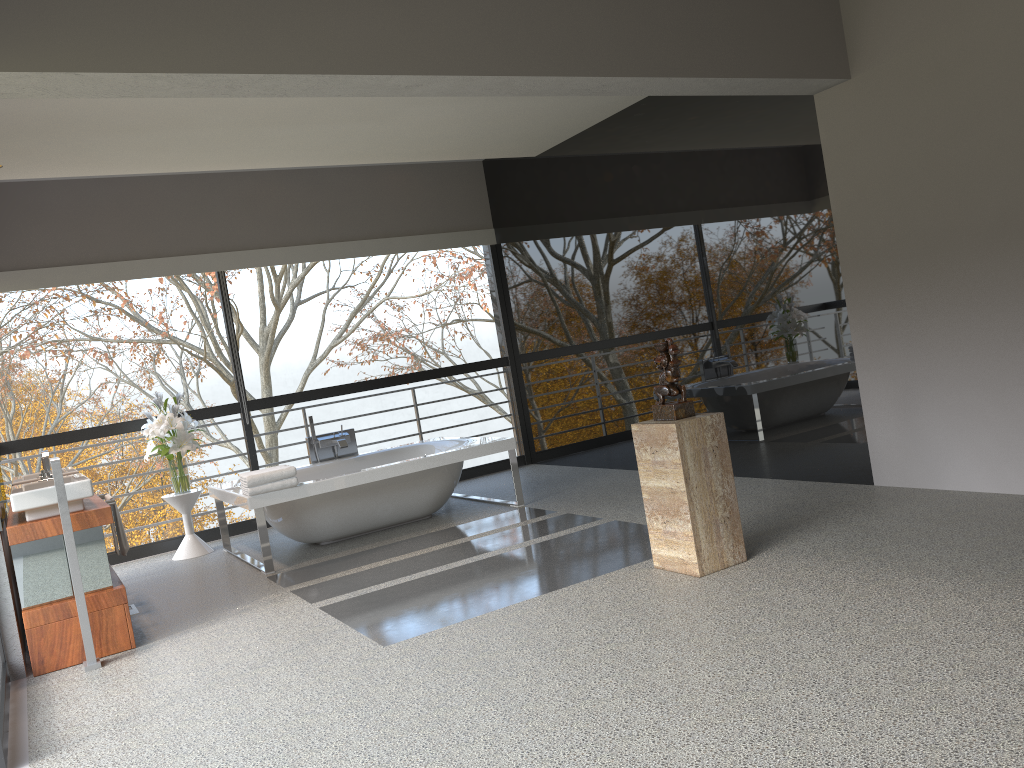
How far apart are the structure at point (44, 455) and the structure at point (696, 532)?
3.9 meters

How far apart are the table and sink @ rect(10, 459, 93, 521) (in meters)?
1.76

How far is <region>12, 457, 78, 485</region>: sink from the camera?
5.2m

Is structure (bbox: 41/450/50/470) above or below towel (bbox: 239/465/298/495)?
above

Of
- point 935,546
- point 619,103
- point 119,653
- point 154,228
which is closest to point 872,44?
point 619,103

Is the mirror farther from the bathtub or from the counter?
the bathtub

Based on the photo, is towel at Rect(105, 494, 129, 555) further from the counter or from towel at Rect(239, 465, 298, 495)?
towel at Rect(239, 465, 298, 495)

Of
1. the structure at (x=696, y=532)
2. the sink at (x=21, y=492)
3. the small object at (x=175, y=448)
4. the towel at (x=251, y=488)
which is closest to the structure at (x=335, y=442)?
the small object at (x=175, y=448)

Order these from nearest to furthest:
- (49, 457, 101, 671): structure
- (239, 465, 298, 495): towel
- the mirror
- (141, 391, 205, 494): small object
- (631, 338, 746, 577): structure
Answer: (631, 338, 746, 577): structure, (49, 457, 101, 671): structure, the mirror, (239, 465, 298, 495): towel, (141, 391, 205, 494): small object

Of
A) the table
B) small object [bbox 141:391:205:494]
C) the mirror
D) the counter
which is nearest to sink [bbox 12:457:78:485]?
the mirror
